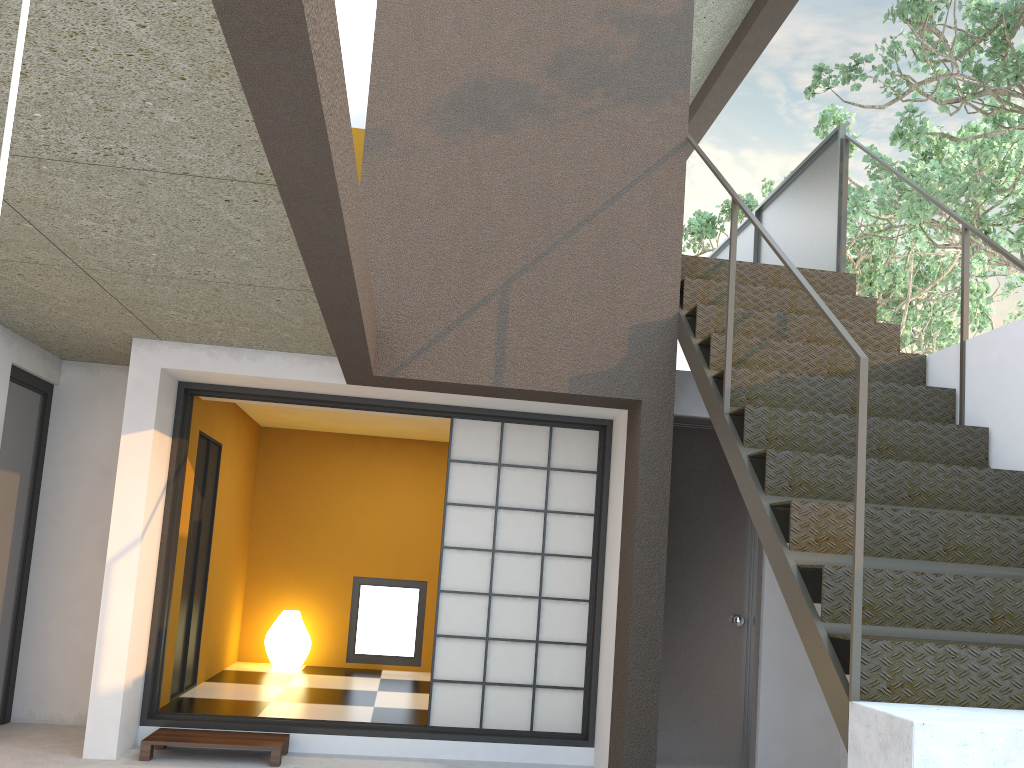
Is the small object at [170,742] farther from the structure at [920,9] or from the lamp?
the structure at [920,9]

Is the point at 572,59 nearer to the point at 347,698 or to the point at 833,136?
the point at 833,136

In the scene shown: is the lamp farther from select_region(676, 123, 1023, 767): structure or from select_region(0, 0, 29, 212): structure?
select_region(0, 0, 29, 212): structure

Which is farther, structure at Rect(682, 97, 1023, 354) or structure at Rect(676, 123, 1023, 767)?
structure at Rect(682, 97, 1023, 354)

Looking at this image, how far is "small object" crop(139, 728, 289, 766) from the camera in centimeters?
441cm

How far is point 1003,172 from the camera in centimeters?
895cm

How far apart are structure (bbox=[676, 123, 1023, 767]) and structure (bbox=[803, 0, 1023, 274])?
0.38m

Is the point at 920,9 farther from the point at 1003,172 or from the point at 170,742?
the point at 170,742

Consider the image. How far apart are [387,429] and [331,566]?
1.3m

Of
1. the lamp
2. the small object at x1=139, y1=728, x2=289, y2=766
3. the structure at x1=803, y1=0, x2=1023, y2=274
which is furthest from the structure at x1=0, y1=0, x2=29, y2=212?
the lamp
